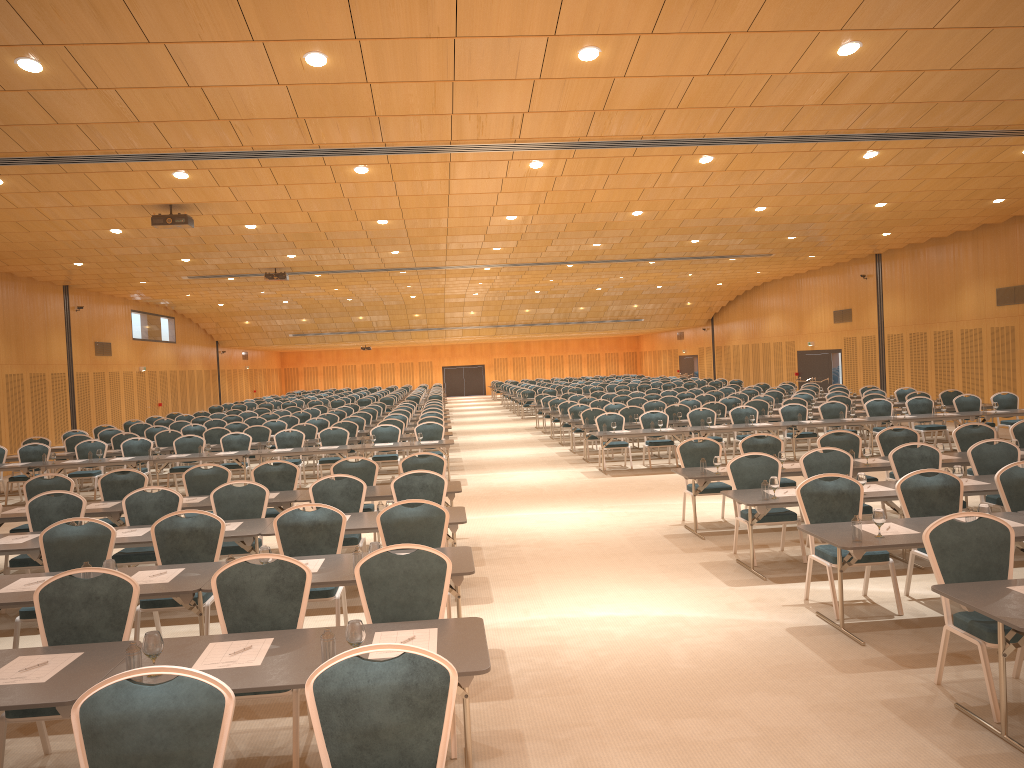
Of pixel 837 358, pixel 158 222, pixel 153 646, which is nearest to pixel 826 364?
pixel 837 358

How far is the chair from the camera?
3.44m

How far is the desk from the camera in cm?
423

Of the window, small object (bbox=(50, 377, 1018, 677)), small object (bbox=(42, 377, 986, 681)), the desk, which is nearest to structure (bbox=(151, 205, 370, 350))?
the desk

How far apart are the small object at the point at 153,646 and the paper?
0.2m

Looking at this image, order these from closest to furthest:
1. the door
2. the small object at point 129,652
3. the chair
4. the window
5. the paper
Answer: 1. the chair
2. the small object at point 129,652
3. the paper
4. the window
5. the door

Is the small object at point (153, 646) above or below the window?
below

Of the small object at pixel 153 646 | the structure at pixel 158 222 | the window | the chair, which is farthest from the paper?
the window

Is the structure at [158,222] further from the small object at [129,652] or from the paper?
the small object at [129,652]

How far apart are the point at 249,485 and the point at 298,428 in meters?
10.2
